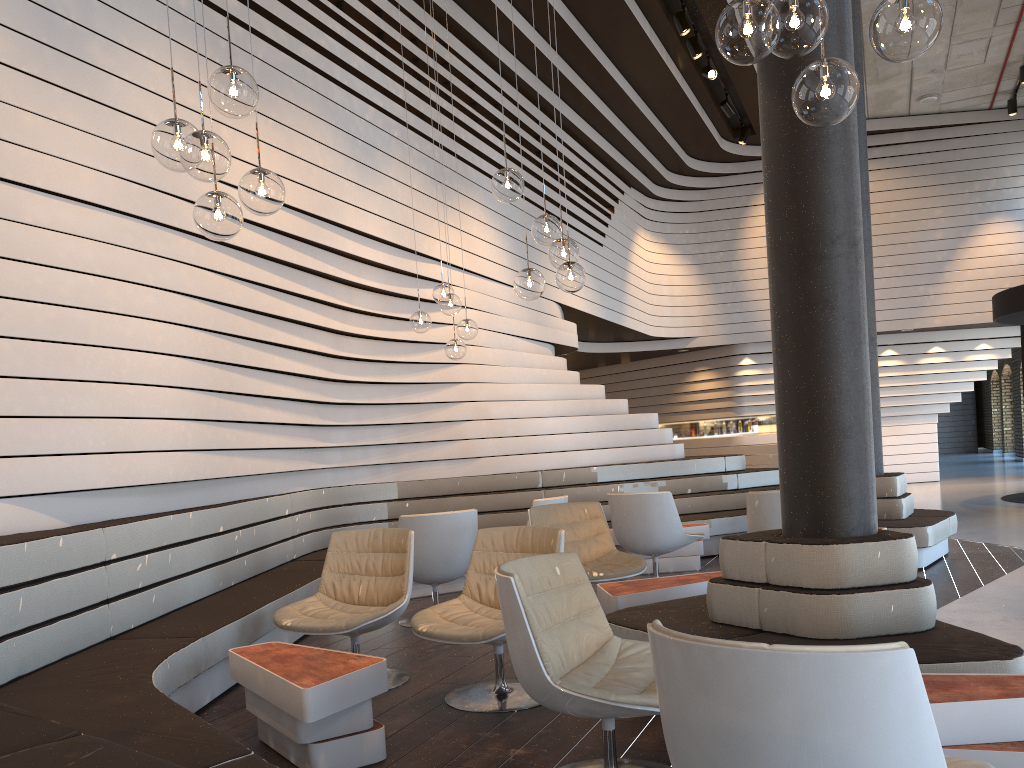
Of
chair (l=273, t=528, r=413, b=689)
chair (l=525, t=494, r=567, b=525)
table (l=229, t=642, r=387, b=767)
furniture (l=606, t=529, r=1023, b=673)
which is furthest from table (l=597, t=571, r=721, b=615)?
chair (l=525, t=494, r=567, b=525)

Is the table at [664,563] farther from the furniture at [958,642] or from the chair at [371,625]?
the chair at [371,625]

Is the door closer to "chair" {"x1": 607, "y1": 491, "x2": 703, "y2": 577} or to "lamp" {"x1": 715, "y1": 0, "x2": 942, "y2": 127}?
"chair" {"x1": 607, "y1": 491, "x2": 703, "y2": 577}

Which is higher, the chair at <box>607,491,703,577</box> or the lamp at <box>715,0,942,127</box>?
the lamp at <box>715,0,942,127</box>

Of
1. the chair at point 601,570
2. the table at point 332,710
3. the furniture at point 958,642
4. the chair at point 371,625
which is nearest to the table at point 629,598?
the furniture at point 958,642

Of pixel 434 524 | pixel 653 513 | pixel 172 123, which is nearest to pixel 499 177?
pixel 172 123

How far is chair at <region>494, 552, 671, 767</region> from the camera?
2.6 meters

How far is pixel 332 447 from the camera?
8.4 meters

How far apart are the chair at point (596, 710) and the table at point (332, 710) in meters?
0.7

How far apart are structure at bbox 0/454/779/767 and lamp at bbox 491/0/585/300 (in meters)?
2.19
